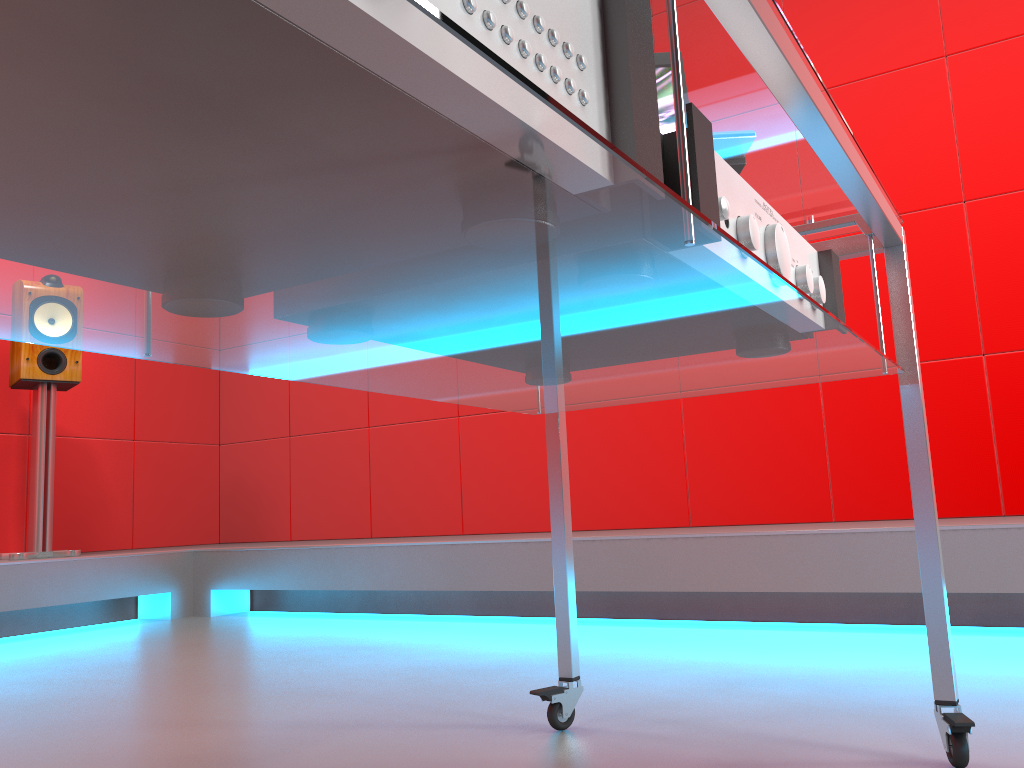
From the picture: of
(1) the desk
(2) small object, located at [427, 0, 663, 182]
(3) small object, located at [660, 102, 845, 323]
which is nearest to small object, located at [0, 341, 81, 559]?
(1) the desk

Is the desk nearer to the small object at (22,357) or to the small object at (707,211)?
the small object at (707,211)

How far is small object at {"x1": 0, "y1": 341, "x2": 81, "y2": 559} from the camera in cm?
321

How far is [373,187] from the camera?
0.41m

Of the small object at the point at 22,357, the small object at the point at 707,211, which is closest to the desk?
the small object at the point at 707,211

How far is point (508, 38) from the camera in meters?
0.4 m

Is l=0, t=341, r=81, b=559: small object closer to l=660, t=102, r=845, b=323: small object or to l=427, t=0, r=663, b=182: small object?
l=660, t=102, r=845, b=323: small object

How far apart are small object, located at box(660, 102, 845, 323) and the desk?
0.0m

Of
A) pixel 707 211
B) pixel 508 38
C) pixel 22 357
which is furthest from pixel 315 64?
pixel 22 357

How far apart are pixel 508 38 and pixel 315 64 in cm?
11
